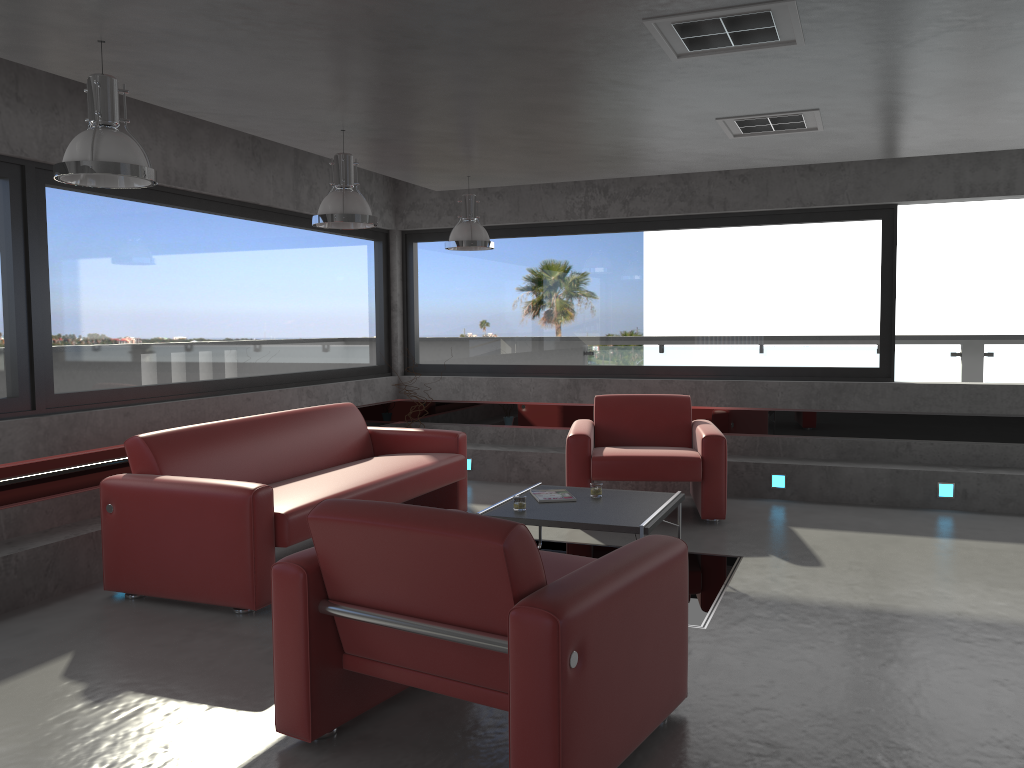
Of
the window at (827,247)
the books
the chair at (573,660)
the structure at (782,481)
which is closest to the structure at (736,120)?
the books

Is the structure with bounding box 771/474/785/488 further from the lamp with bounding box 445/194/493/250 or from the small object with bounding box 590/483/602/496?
the lamp with bounding box 445/194/493/250

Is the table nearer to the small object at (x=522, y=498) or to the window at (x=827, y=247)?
the small object at (x=522, y=498)

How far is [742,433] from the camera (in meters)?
7.89

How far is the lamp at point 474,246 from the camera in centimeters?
679cm

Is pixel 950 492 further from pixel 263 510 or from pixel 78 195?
pixel 78 195

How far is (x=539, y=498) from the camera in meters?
5.3 m

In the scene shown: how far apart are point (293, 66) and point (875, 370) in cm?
560

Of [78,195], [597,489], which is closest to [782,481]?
[597,489]

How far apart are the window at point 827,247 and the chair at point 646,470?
0.9 meters
